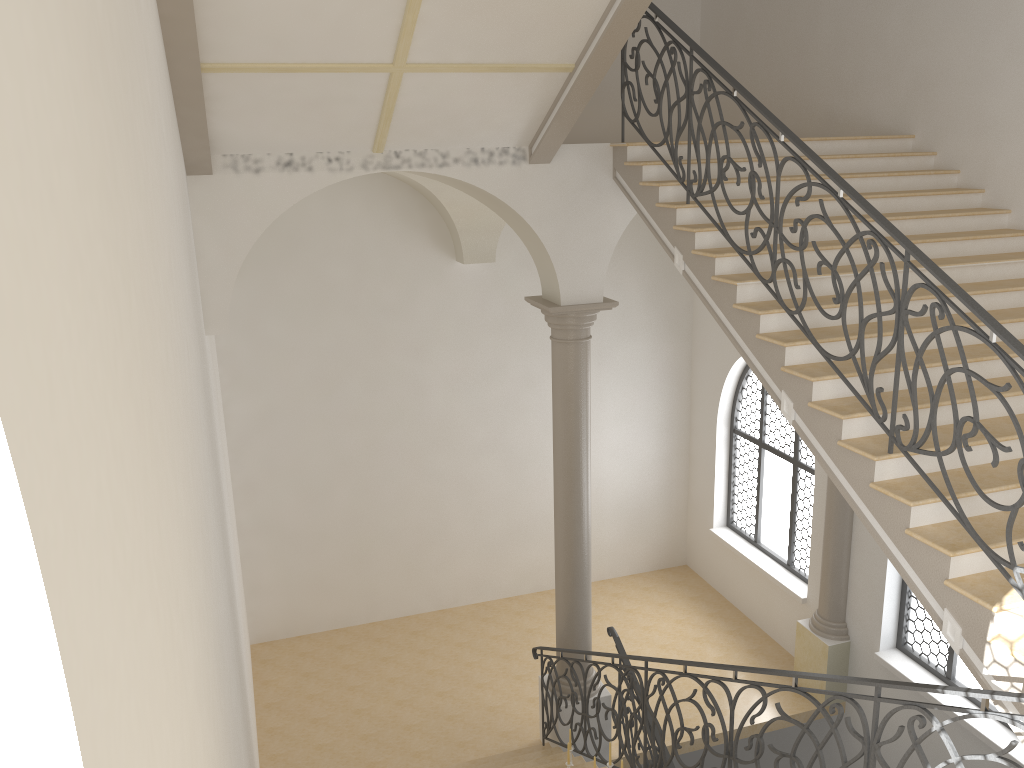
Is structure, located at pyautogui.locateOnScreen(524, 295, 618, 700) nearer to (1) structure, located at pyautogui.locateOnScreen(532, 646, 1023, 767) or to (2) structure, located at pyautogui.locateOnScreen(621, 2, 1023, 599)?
(1) structure, located at pyautogui.locateOnScreen(532, 646, 1023, 767)

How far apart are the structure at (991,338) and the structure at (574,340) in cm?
149

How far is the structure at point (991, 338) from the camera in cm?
428

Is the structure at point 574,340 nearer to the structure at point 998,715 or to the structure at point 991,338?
the structure at point 998,715

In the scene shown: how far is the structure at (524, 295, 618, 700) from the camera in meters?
8.3 m

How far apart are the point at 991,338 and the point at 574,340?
4.4 meters

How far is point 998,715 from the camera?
3.5 meters

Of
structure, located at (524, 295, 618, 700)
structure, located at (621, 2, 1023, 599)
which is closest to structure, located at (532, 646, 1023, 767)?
structure, located at (524, 295, 618, 700)

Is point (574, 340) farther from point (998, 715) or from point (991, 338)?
point (998, 715)

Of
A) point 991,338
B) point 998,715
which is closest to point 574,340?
point 991,338
